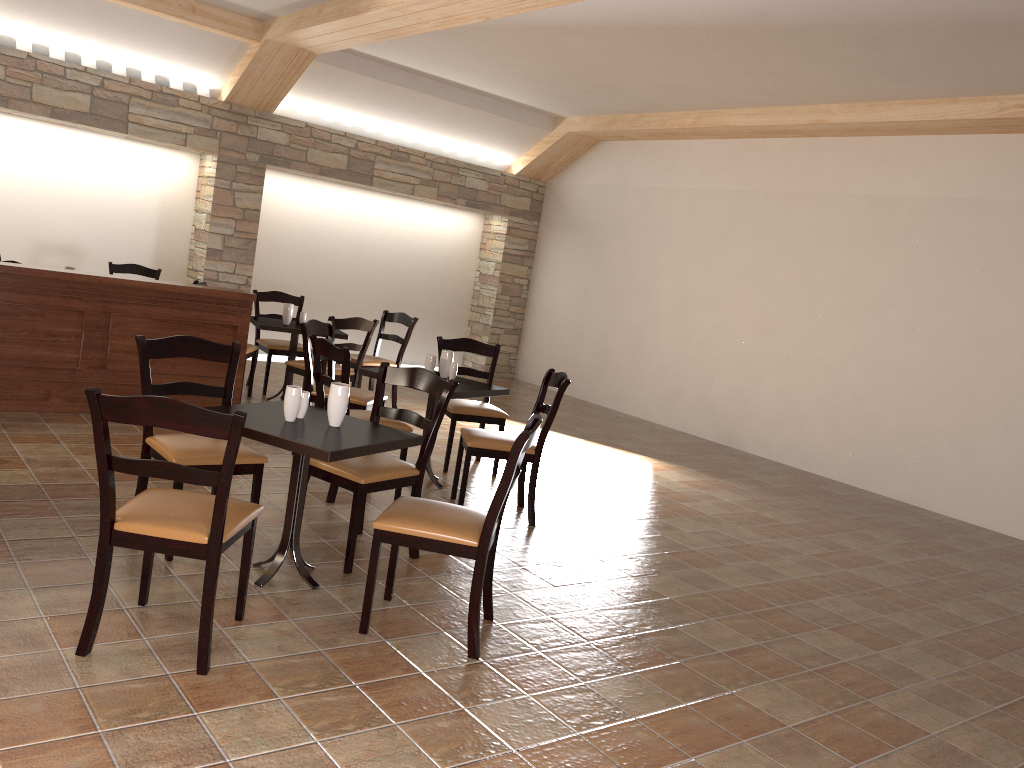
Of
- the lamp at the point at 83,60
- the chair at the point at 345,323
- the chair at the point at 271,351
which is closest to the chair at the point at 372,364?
the chair at the point at 271,351

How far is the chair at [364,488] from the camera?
3.7 meters

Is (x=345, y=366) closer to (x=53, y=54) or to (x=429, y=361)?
(x=429, y=361)

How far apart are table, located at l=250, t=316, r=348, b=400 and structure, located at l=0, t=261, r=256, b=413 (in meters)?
0.50

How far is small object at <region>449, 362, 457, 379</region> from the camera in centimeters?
542cm

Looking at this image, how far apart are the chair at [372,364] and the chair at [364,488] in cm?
317

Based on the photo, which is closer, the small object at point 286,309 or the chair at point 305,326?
the chair at point 305,326

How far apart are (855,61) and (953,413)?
2.90m

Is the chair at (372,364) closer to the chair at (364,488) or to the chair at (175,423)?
the chair at (364,488)

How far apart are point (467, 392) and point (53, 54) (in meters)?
5.47
